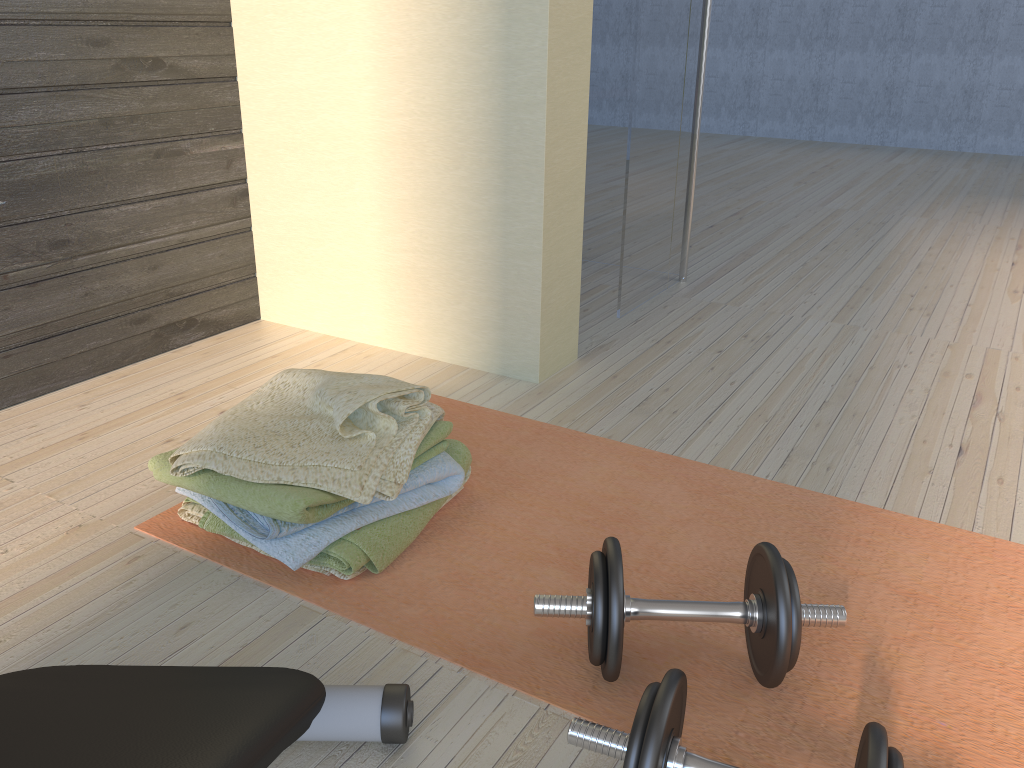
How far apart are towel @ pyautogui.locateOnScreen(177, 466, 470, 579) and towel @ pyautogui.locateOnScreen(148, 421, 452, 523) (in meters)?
0.07

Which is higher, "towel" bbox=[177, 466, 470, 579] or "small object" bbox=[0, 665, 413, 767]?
"small object" bbox=[0, 665, 413, 767]

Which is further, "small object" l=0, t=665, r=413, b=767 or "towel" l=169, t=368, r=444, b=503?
"towel" l=169, t=368, r=444, b=503

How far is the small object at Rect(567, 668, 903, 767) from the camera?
0.80m

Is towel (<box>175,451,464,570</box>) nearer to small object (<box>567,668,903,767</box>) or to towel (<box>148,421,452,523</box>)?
towel (<box>148,421,452,523</box>)

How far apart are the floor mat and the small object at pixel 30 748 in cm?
14

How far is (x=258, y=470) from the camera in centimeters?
130cm

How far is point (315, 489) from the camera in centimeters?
128cm

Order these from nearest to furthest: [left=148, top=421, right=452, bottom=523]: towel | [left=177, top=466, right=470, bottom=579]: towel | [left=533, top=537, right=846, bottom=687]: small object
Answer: [left=533, top=537, right=846, bottom=687]: small object < [left=148, top=421, right=452, bottom=523]: towel < [left=177, top=466, right=470, bottom=579]: towel

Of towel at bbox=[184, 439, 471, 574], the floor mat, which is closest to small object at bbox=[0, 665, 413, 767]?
the floor mat
